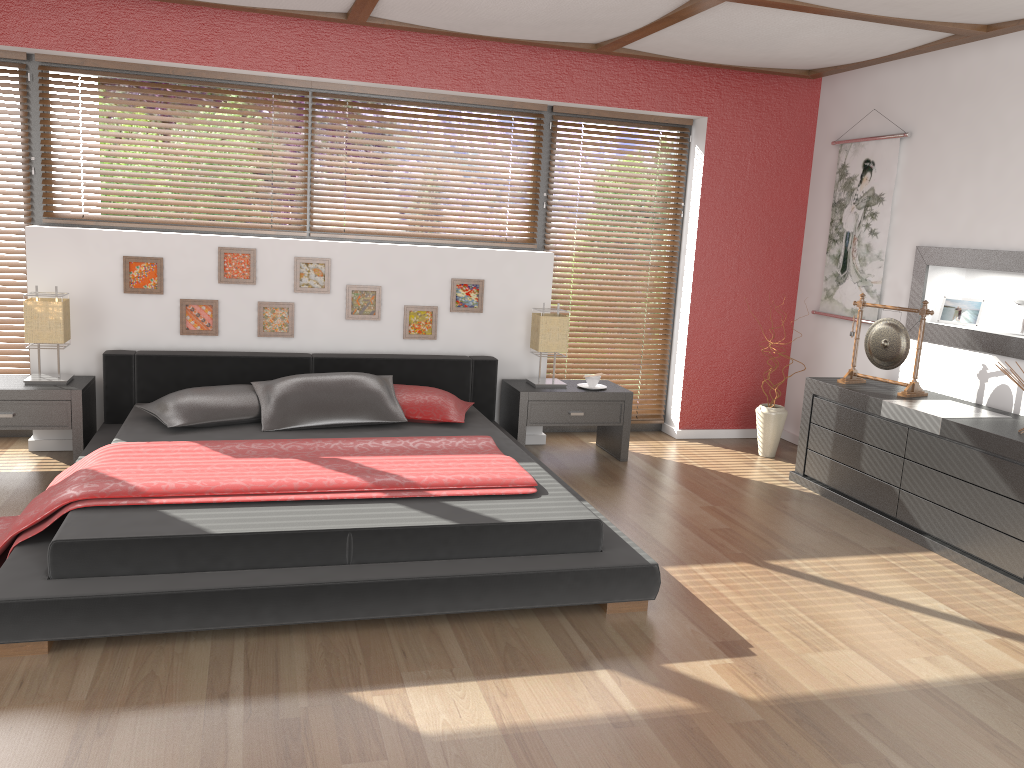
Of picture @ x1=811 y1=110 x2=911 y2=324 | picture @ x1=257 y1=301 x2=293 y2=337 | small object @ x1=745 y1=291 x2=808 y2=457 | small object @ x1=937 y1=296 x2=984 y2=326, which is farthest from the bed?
small object @ x1=937 y1=296 x2=984 y2=326

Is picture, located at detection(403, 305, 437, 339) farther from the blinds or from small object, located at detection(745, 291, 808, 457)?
small object, located at detection(745, 291, 808, 457)

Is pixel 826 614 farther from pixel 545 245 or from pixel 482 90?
pixel 482 90

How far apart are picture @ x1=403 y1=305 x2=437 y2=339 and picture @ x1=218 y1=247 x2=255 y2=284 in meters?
0.9 m

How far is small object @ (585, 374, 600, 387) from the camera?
5.3m

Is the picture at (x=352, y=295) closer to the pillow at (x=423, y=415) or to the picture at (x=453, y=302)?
the picture at (x=453, y=302)

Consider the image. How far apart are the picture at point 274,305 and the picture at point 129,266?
0.54m

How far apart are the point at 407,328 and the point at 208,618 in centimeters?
272cm

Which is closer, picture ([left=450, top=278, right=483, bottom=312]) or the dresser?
the dresser

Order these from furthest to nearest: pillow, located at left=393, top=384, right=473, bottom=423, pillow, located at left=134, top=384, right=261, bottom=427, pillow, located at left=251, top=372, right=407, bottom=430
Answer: pillow, located at left=393, top=384, right=473, bottom=423 < pillow, located at left=251, top=372, right=407, bottom=430 < pillow, located at left=134, top=384, right=261, bottom=427
